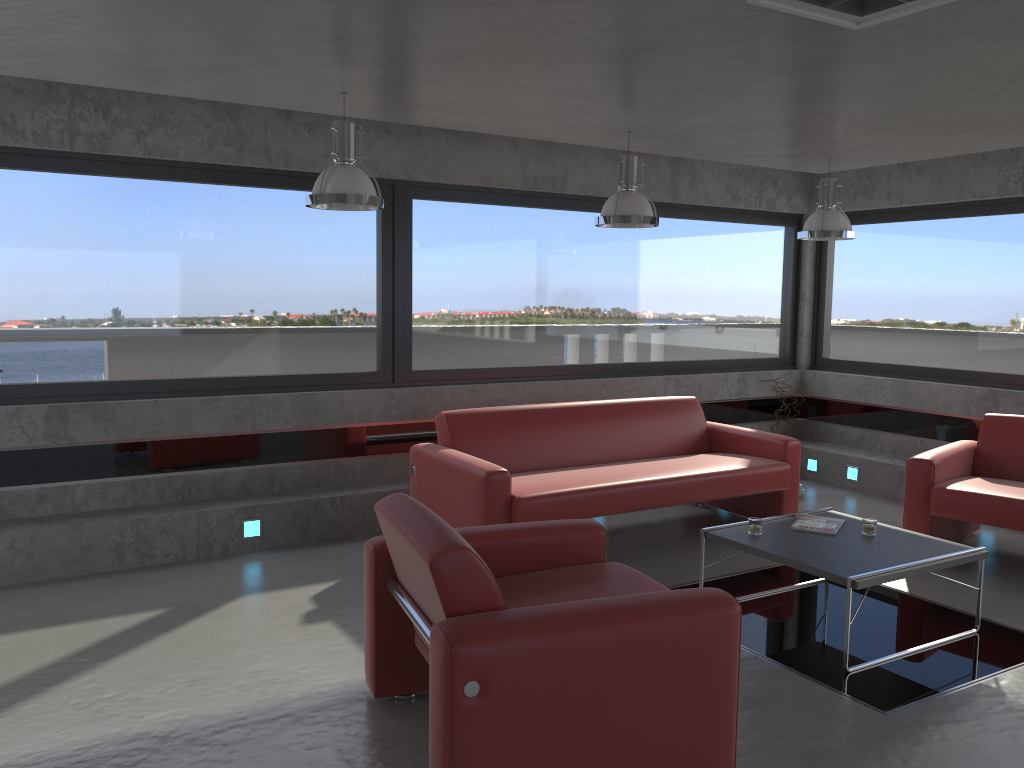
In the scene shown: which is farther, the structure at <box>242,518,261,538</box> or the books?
the structure at <box>242,518,261,538</box>

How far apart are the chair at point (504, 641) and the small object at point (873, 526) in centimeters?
166cm

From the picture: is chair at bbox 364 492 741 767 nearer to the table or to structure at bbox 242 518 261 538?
the table

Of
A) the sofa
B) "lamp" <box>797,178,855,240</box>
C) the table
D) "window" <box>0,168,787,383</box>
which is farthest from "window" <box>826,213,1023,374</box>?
the table

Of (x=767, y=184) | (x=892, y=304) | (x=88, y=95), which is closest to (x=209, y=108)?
(x=88, y=95)

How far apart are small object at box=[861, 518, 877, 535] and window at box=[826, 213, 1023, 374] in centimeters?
323cm

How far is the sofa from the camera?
5.15m

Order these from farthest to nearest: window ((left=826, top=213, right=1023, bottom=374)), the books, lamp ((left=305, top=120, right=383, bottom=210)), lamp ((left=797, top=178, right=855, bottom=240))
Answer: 1. window ((left=826, top=213, right=1023, bottom=374))
2. lamp ((left=797, top=178, right=855, bottom=240))
3. the books
4. lamp ((left=305, top=120, right=383, bottom=210))

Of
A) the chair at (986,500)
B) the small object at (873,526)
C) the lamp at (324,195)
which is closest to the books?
the small object at (873,526)

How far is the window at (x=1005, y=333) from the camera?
7.08m
